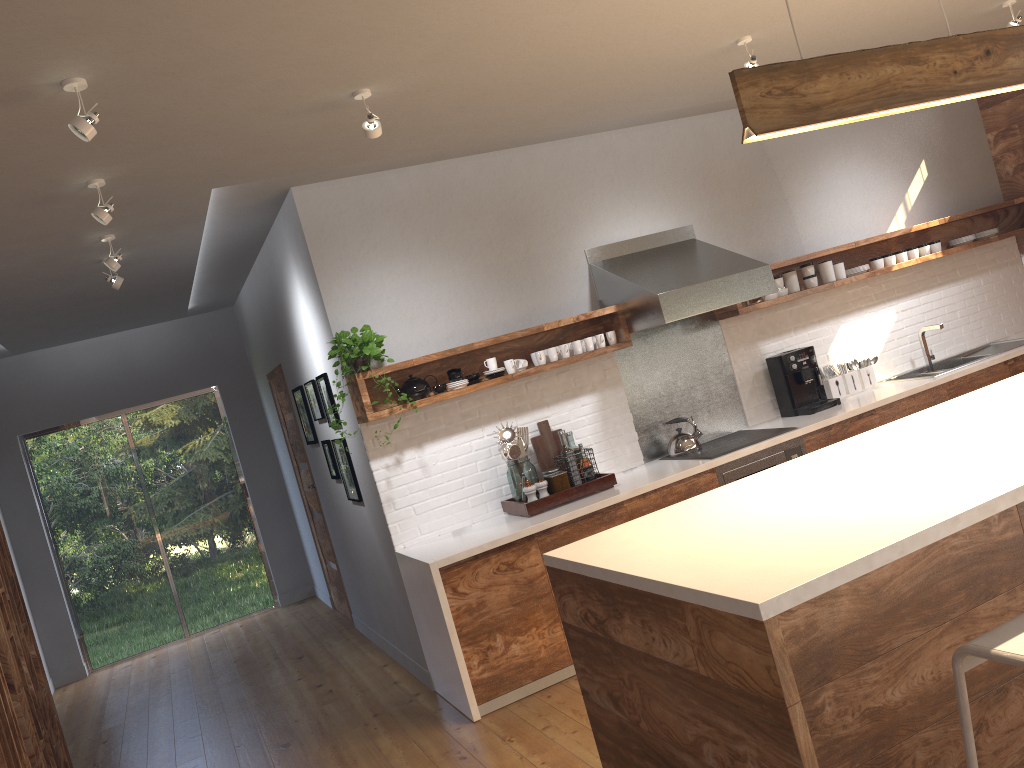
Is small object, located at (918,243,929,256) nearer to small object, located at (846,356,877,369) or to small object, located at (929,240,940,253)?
small object, located at (929,240,940,253)

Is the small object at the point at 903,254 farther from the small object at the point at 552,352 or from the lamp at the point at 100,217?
the lamp at the point at 100,217

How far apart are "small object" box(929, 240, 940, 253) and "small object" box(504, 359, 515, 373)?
3.3 meters

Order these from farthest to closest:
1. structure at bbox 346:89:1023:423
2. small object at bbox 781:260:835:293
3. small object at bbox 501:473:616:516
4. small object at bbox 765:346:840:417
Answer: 1. small object at bbox 781:260:835:293
2. small object at bbox 765:346:840:417
3. structure at bbox 346:89:1023:423
4. small object at bbox 501:473:616:516

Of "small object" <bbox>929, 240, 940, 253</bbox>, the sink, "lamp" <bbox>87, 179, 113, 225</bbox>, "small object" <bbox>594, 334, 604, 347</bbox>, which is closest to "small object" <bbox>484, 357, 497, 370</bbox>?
"small object" <bbox>594, 334, 604, 347</bbox>

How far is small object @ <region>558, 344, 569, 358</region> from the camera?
5.0m

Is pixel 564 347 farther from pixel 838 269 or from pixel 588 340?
pixel 838 269

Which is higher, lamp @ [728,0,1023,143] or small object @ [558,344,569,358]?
lamp @ [728,0,1023,143]

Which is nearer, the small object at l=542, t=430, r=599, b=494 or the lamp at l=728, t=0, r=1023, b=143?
the lamp at l=728, t=0, r=1023, b=143

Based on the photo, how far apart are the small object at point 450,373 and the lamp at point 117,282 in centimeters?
188cm
